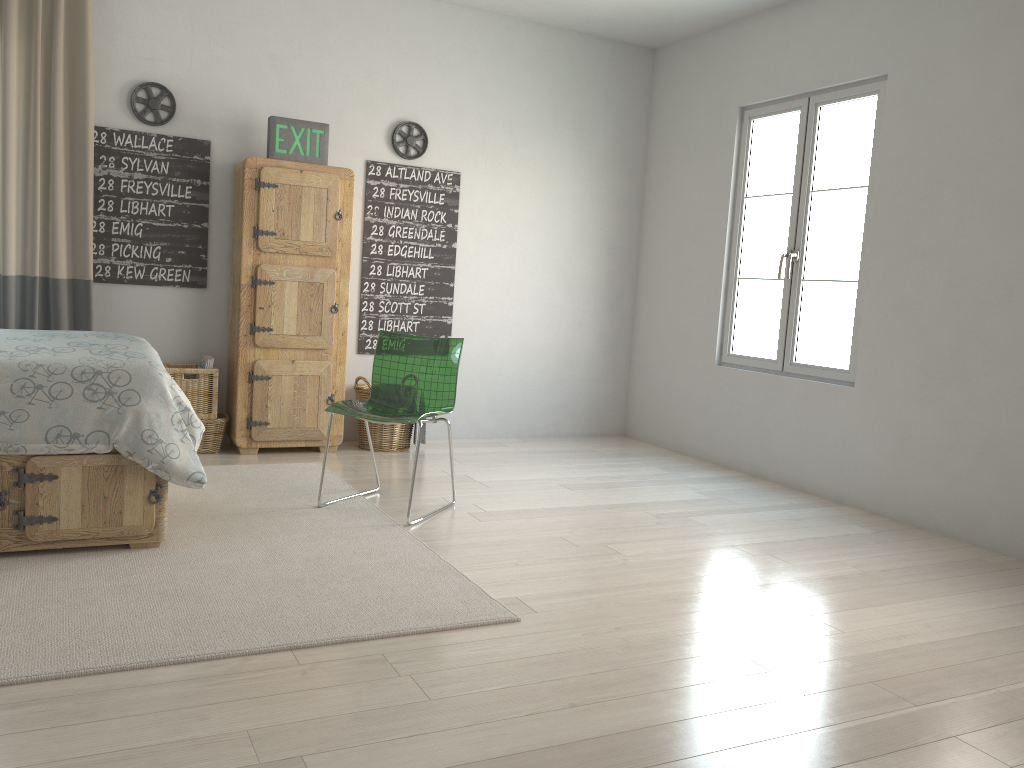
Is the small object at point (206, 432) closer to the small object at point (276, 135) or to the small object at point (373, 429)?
the small object at point (373, 429)

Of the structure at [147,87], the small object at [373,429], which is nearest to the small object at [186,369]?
the small object at [373,429]

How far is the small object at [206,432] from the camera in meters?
4.7

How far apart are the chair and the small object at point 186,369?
1.2m

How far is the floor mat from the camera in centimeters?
230cm

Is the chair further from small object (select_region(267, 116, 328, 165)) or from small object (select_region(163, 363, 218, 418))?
small object (select_region(267, 116, 328, 165))

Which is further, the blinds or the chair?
the blinds

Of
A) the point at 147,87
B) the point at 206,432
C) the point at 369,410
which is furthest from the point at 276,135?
the point at 369,410

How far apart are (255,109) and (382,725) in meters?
3.9 m

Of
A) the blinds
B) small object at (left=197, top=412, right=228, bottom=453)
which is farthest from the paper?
the blinds
